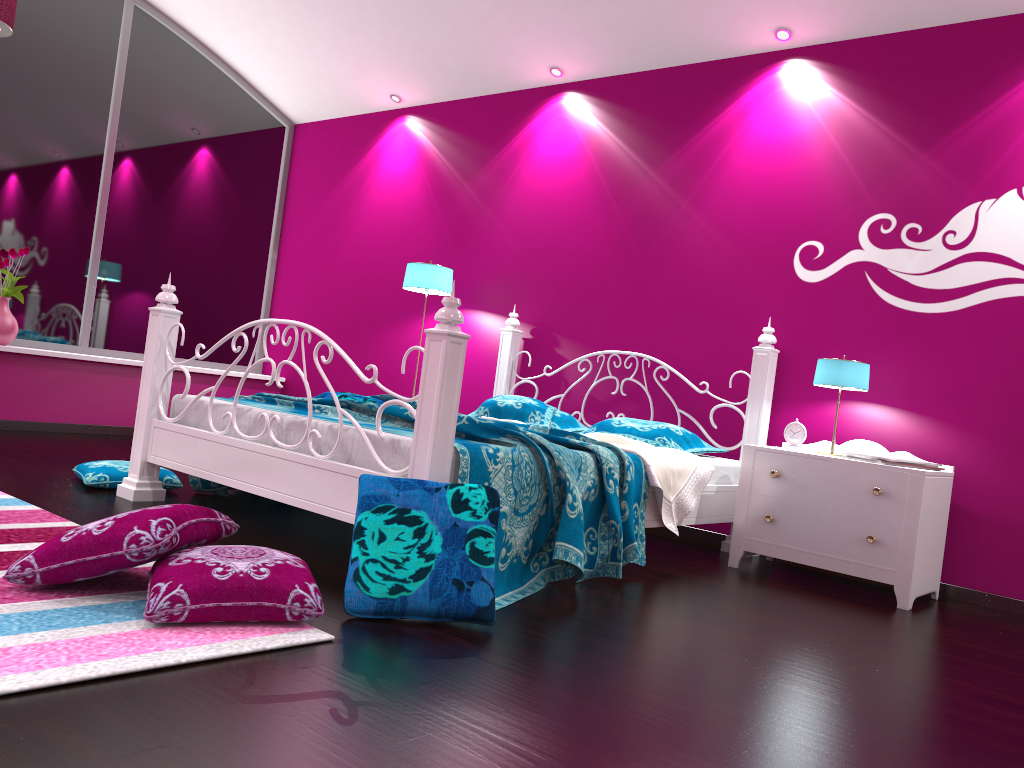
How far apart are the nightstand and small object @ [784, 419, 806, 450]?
0.1 meters

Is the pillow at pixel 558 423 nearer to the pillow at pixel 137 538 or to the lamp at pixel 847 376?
the lamp at pixel 847 376

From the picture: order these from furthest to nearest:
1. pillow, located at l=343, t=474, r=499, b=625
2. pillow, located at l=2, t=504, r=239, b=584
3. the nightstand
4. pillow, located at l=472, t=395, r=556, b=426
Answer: pillow, located at l=472, t=395, r=556, b=426 < the nightstand < pillow, located at l=343, t=474, r=499, b=625 < pillow, located at l=2, t=504, r=239, b=584

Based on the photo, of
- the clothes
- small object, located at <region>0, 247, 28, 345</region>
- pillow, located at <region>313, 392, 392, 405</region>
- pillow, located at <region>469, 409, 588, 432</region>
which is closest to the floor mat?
pillow, located at <region>313, 392, 392, 405</region>

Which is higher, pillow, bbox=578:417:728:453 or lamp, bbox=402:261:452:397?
lamp, bbox=402:261:452:397

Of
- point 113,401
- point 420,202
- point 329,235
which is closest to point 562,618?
point 420,202

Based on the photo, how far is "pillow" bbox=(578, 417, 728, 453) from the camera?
4.1m

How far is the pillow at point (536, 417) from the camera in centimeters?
437cm

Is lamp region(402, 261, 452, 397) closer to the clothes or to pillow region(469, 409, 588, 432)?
pillow region(469, 409, 588, 432)

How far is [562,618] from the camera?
2.5m
